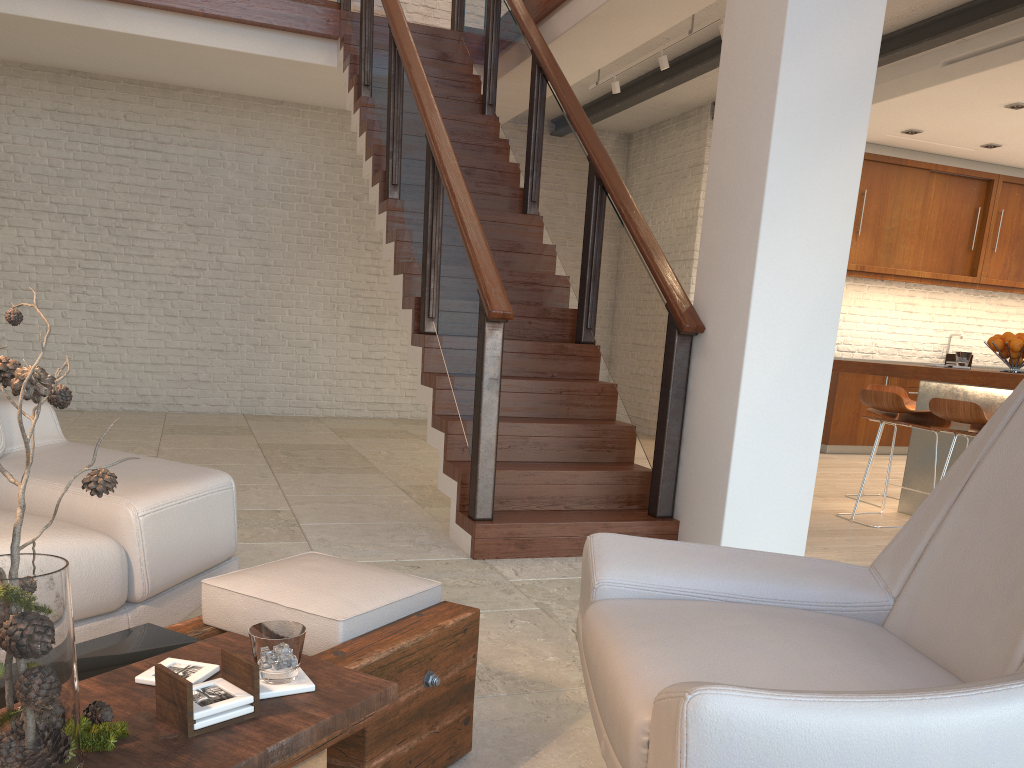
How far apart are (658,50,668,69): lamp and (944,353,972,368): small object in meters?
2.8

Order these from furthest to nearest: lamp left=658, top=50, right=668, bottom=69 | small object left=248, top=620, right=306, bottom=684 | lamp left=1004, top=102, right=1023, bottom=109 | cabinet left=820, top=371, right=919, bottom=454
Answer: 1. cabinet left=820, top=371, right=919, bottom=454
2. lamp left=1004, top=102, right=1023, bottom=109
3. lamp left=658, top=50, right=668, bottom=69
4. small object left=248, top=620, right=306, bottom=684

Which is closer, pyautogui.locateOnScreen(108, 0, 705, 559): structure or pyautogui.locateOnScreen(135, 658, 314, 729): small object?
pyautogui.locateOnScreen(135, 658, 314, 729): small object

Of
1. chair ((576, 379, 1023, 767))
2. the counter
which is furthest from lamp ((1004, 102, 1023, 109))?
chair ((576, 379, 1023, 767))

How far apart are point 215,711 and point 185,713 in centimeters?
4cm

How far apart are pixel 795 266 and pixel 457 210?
1.54m

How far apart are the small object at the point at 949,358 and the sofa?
4.6m

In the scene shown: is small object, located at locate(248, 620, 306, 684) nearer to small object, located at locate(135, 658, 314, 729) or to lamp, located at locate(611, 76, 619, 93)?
small object, located at locate(135, 658, 314, 729)

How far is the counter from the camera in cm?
455

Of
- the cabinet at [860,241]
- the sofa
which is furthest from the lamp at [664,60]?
the sofa
